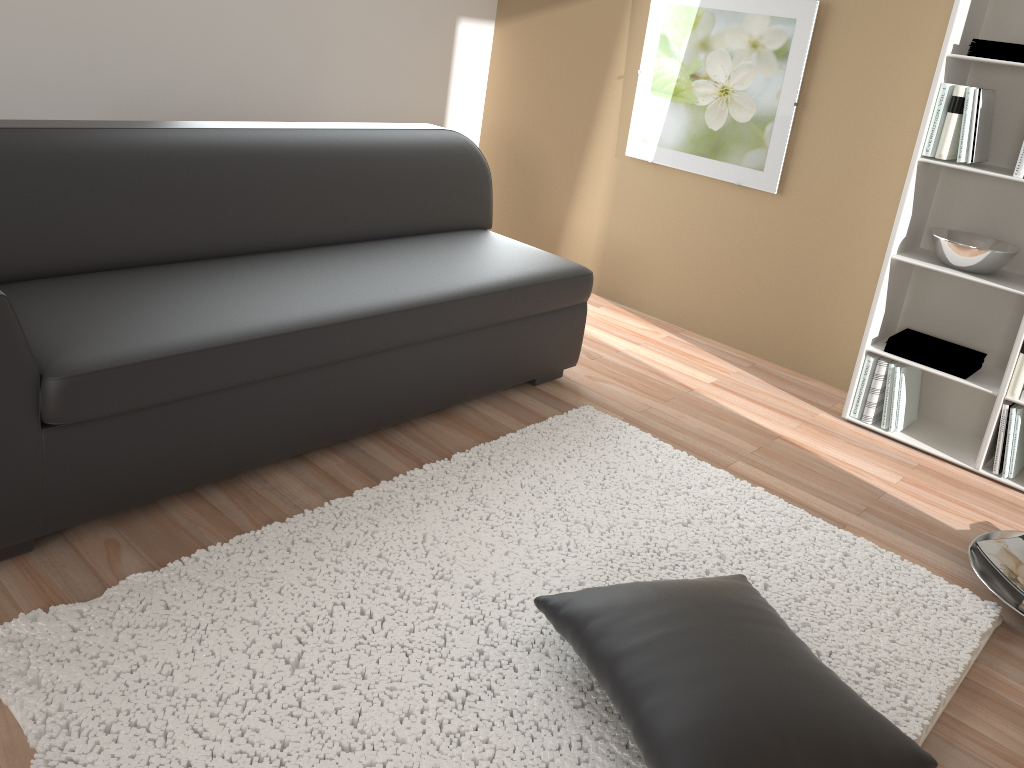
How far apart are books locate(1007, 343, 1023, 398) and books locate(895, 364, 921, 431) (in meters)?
0.36

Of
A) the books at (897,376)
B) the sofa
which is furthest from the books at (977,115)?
the sofa

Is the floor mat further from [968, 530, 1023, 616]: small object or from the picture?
Result: the picture

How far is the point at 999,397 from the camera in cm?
309

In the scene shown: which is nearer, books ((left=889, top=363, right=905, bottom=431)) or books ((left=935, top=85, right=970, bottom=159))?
books ((left=935, top=85, right=970, bottom=159))

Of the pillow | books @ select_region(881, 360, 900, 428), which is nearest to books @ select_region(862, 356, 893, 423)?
books @ select_region(881, 360, 900, 428)

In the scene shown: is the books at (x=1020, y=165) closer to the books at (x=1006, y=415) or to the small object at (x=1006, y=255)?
the small object at (x=1006, y=255)

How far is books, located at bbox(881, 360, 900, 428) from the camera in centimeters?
333cm

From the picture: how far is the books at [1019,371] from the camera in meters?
3.0

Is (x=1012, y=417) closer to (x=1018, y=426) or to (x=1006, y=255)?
(x=1018, y=426)
